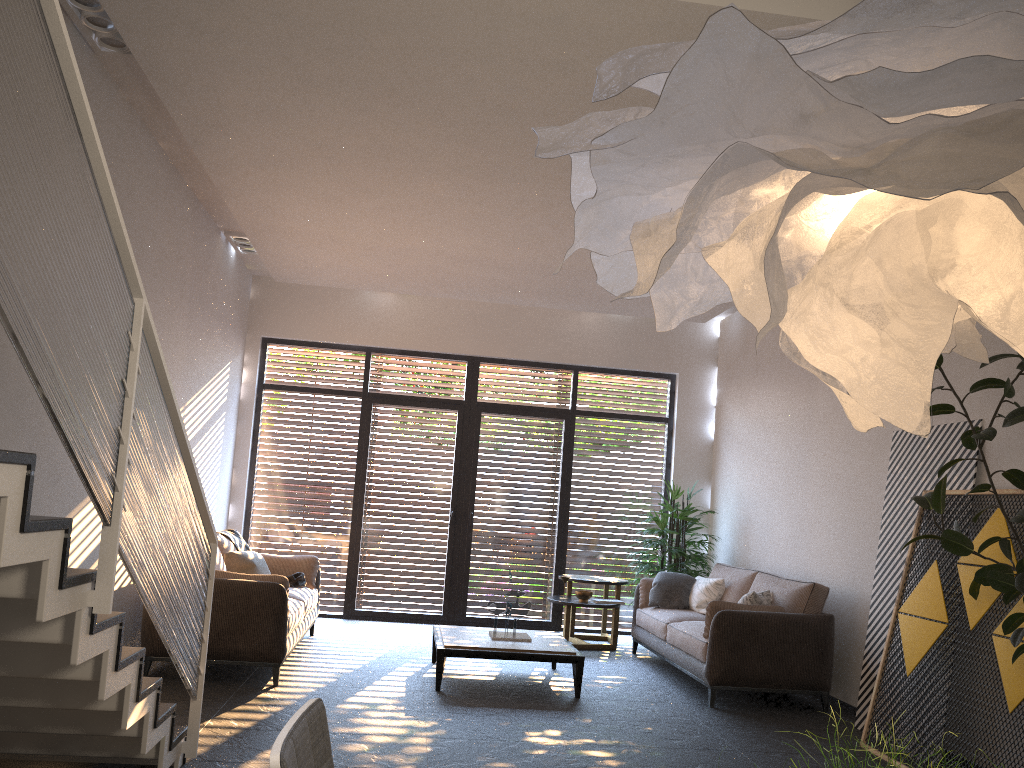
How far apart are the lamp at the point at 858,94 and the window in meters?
7.9 m

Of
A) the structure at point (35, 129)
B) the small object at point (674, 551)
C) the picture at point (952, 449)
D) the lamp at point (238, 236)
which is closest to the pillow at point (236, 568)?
the lamp at point (238, 236)

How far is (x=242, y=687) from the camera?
5.73m

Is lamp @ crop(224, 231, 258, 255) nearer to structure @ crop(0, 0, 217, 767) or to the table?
the table

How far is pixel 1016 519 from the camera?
3.9 meters

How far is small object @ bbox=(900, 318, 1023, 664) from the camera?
3.90m

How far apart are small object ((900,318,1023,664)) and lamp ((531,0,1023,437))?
2.6 meters

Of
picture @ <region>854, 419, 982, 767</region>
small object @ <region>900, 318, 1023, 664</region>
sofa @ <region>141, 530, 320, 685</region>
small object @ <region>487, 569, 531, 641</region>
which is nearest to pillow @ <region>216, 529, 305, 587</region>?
sofa @ <region>141, 530, 320, 685</region>

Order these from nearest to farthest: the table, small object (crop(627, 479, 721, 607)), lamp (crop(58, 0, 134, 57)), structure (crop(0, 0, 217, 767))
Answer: structure (crop(0, 0, 217, 767))
lamp (crop(58, 0, 134, 57))
the table
small object (crop(627, 479, 721, 607))

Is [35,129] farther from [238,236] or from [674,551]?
[674,551]
